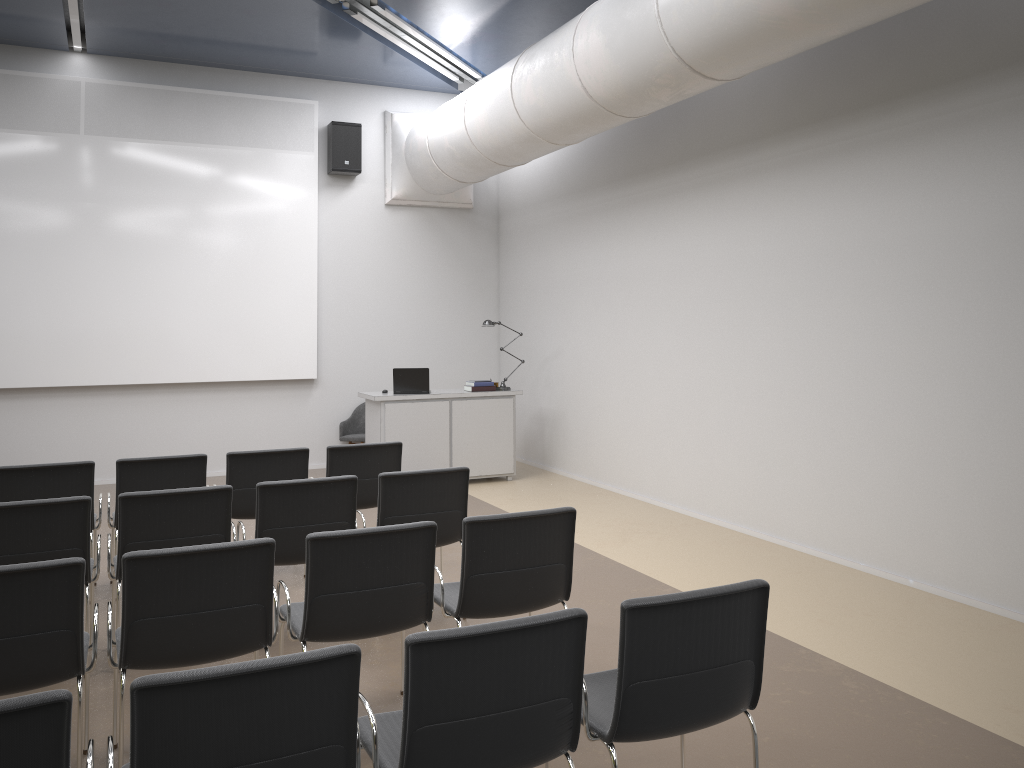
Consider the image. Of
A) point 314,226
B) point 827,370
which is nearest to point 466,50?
point 314,226

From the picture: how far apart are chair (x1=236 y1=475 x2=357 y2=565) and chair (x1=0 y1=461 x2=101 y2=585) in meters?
1.5 m

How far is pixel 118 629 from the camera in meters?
3.8 m

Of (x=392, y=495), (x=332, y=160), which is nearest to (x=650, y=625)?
(x=392, y=495)

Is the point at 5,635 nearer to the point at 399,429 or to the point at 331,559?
the point at 331,559

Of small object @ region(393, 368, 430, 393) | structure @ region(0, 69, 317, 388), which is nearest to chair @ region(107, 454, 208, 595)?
small object @ region(393, 368, 430, 393)

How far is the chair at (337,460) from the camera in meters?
6.3 m

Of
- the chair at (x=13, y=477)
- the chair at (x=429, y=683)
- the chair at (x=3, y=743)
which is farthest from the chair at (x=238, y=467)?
the chair at (x=3, y=743)

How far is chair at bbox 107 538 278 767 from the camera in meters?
3.4 m

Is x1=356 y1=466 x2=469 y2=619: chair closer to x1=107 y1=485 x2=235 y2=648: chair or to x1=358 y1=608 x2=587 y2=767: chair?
x1=107 y1=485 x2=235 y2=648: chair
